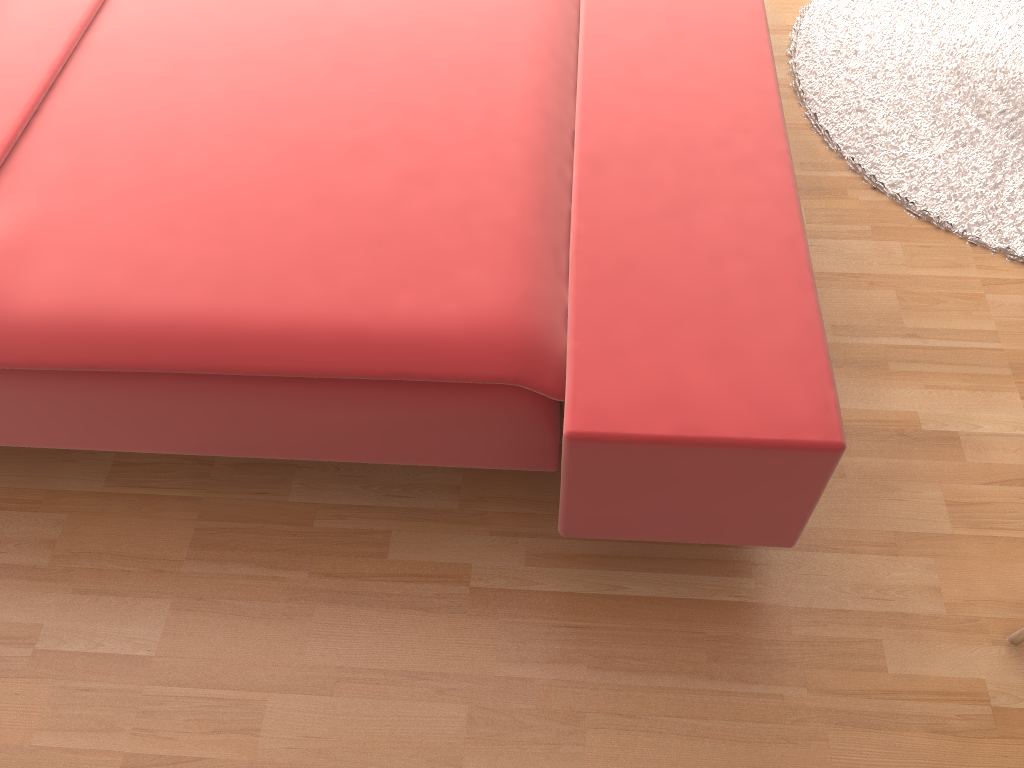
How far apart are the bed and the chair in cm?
37

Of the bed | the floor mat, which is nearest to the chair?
the bed

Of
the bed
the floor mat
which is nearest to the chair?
the bed

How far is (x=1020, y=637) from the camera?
1.3m

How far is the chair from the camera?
1.3m

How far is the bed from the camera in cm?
112

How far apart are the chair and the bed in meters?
0.4 m

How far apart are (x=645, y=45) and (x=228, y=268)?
0.83m

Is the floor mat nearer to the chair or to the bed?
the bed

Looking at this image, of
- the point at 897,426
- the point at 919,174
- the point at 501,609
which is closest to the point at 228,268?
the point at 501,609
